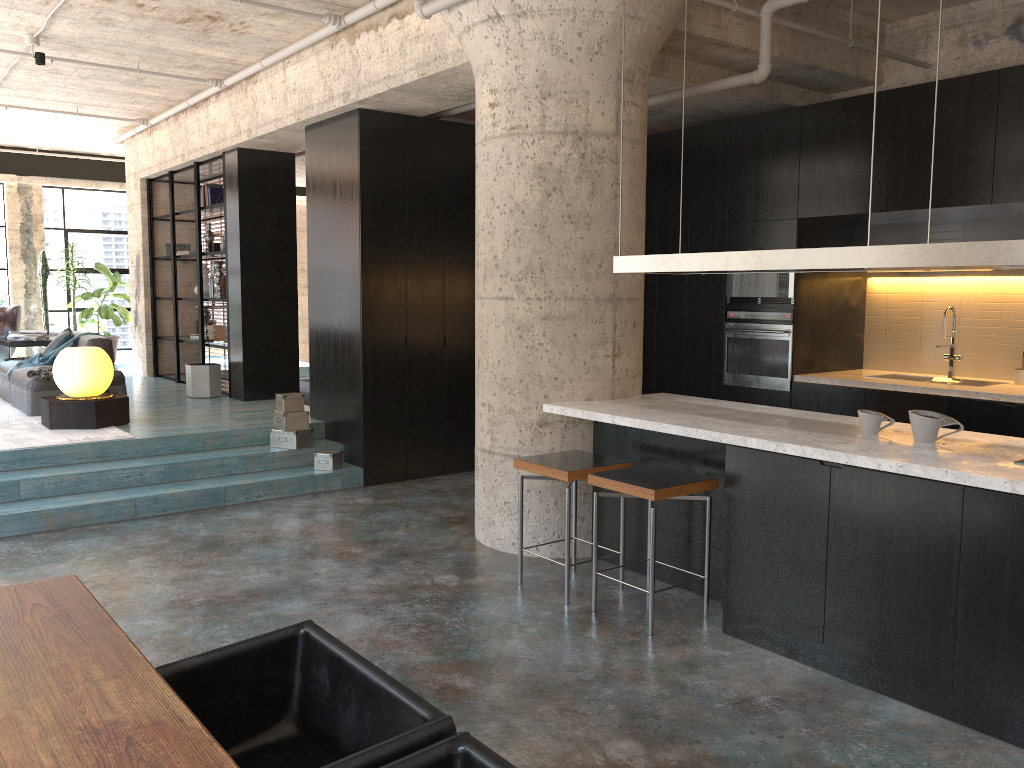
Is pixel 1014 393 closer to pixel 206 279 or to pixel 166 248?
pixel 206 279

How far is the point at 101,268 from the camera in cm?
1312

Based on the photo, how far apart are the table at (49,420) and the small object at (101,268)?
6.30m

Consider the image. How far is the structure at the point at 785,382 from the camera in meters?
7.0 m

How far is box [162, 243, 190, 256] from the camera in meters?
11.0 m

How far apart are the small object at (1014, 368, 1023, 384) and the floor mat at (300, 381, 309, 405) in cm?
784

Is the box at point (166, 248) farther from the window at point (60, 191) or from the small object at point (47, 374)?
the window at point (60, 191)

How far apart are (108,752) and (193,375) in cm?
824

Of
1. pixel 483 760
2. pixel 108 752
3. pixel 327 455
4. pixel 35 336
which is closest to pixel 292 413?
pixel 327 455

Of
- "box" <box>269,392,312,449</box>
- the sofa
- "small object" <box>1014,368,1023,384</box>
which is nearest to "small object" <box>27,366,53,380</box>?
the sofa
